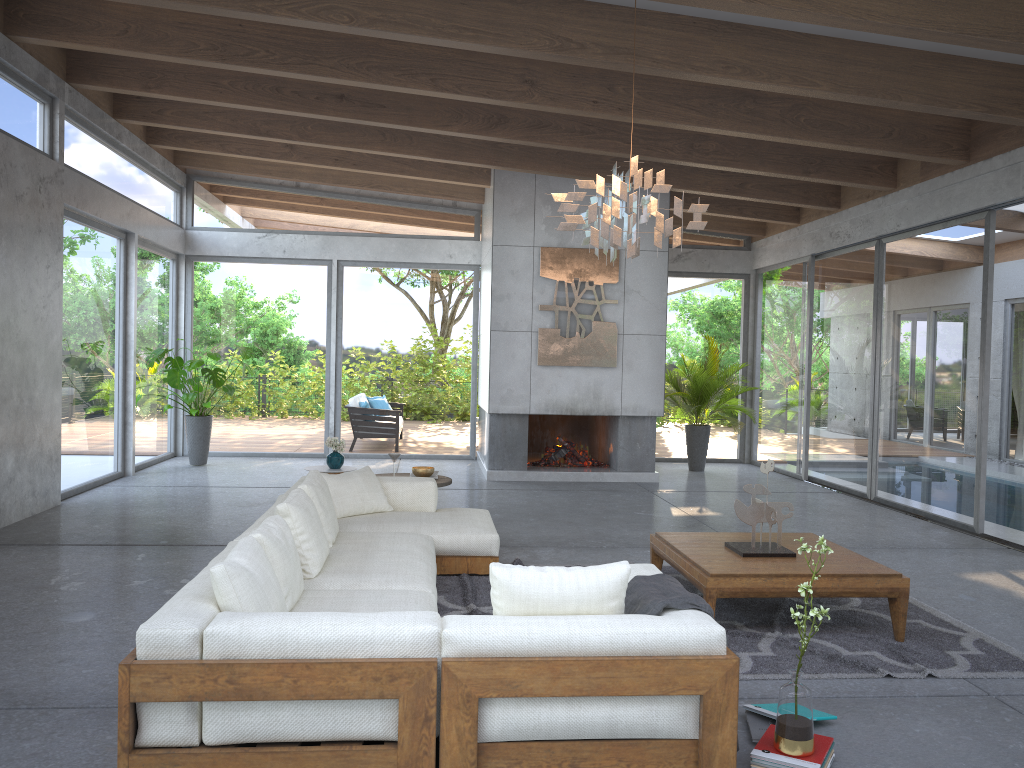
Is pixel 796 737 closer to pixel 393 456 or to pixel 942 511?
pixel 393 456

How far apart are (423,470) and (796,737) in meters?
4.2 m

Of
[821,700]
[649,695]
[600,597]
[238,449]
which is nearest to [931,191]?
[821,700]

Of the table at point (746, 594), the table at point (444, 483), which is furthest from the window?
the table at point (444, 483)

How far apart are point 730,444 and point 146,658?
10.72m

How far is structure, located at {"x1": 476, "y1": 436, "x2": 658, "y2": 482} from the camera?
10.2m

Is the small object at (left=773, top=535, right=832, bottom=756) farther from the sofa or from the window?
the window

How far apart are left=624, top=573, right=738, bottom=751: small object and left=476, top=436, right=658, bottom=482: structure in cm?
666

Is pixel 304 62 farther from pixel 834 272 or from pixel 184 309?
pixel 834 272

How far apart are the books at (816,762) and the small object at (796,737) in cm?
2
